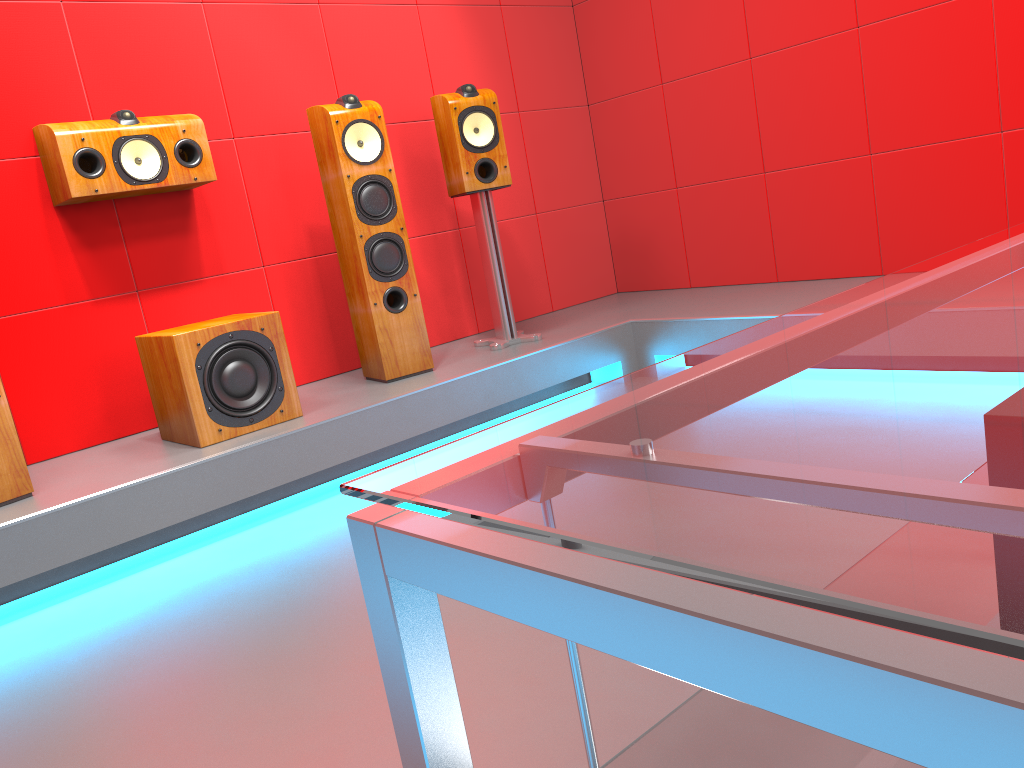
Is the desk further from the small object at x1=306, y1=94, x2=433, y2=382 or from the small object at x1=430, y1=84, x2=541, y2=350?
the small object at x1=430, y1=84, x2=541, y2=350

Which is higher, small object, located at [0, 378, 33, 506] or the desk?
the desk

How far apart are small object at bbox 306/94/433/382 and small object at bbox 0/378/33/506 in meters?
1.2

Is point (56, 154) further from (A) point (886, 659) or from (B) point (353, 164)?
(A) point (886, 659)

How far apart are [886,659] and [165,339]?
2.8m

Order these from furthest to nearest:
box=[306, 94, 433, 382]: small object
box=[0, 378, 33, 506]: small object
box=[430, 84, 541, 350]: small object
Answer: box=[430, 84, 541, 350]: small object
box=[306, 94, 433, 382]: small object
box=[0, 378, 33, 506]: small object

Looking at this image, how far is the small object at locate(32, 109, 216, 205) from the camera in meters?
2.8 m

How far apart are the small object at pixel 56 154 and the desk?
2.8m

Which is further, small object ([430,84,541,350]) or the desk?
small object ([430,84,541,350])

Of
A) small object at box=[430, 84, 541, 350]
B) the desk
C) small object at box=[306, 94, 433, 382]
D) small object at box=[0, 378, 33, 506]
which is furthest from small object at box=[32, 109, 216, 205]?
the desk
